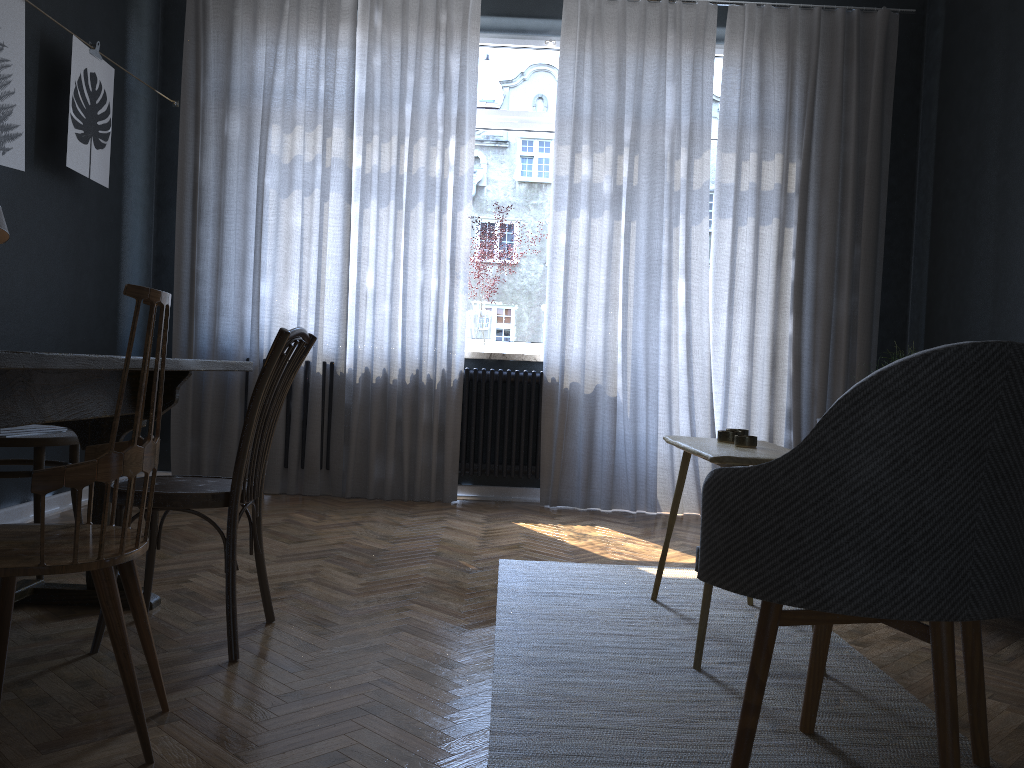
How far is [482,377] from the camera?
4.9 meters

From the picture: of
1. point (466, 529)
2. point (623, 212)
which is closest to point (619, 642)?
point (466, 529)

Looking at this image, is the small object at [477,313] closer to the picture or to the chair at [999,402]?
the picture

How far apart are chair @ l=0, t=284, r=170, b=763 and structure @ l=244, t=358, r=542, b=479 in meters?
3.1 m

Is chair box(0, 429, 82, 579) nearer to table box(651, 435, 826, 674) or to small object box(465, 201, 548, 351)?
table box(651, 435, 826, 674)

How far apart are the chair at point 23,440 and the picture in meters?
1.1

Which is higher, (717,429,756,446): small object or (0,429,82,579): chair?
(717,429,756,446): small object

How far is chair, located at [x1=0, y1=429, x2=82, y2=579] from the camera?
2.80m

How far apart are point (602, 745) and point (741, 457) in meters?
0.8

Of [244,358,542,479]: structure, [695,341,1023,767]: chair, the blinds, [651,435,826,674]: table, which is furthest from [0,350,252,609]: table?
[244,358,542,479]: structure
